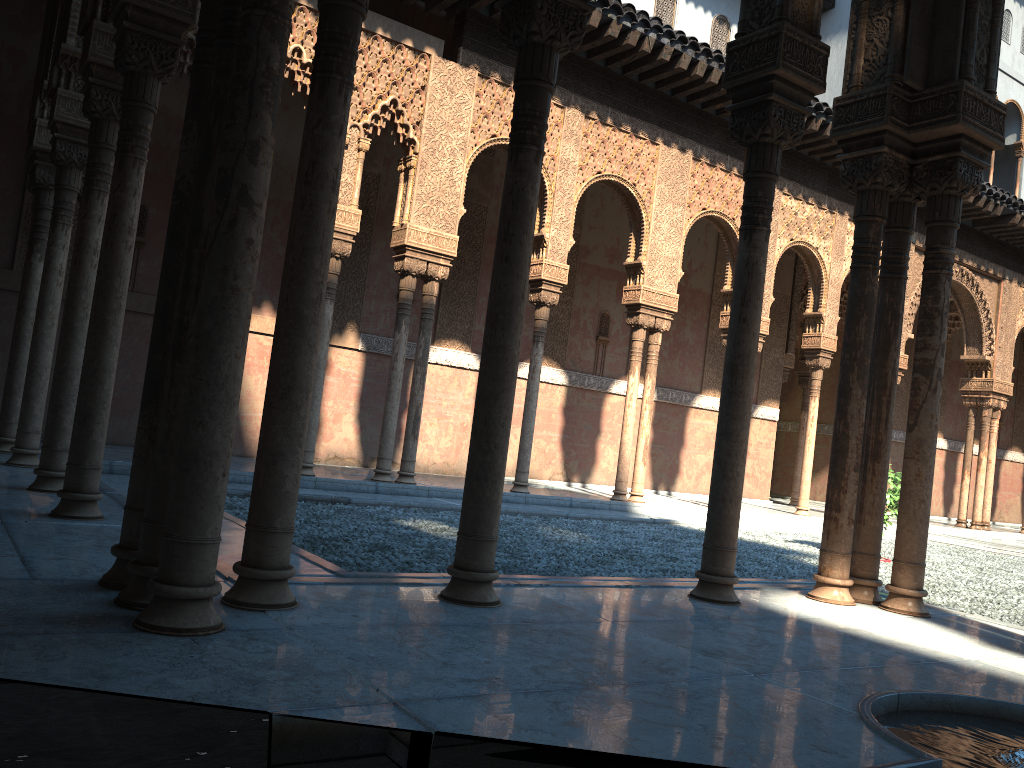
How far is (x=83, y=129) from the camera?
7.7 meters
